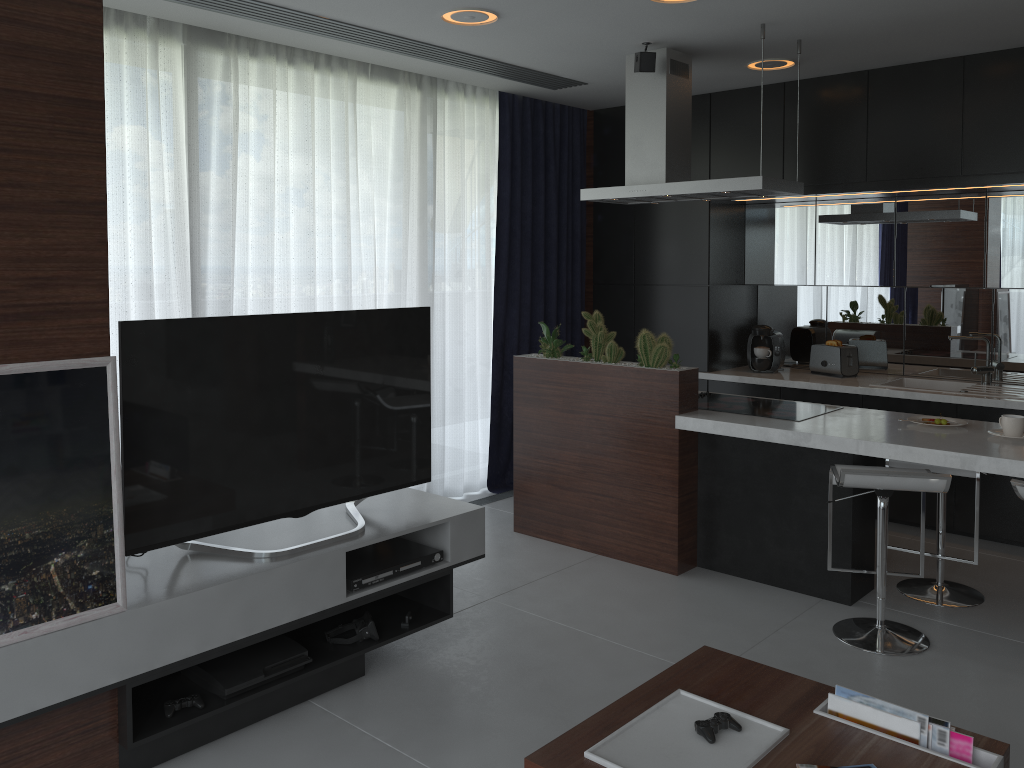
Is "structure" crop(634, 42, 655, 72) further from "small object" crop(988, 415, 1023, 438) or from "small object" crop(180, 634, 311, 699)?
"small object" crop(180, 634, 311, 699)

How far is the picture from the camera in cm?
226

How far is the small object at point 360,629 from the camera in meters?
3.2

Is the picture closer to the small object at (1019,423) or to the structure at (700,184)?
the structure at (700,184)

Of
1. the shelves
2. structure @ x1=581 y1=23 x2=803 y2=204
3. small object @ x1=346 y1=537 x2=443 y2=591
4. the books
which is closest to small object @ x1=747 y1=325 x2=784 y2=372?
structure @ x1=581 y1=23 x2=803 y2=204

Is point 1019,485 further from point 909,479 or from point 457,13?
point 457,13

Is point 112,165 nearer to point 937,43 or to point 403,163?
point 403,163

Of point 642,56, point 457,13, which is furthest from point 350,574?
point 642,56

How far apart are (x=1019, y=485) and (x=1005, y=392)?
2.0 meters

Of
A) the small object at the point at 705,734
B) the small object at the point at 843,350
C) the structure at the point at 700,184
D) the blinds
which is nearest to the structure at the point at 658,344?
the structure at the point at 700,184
